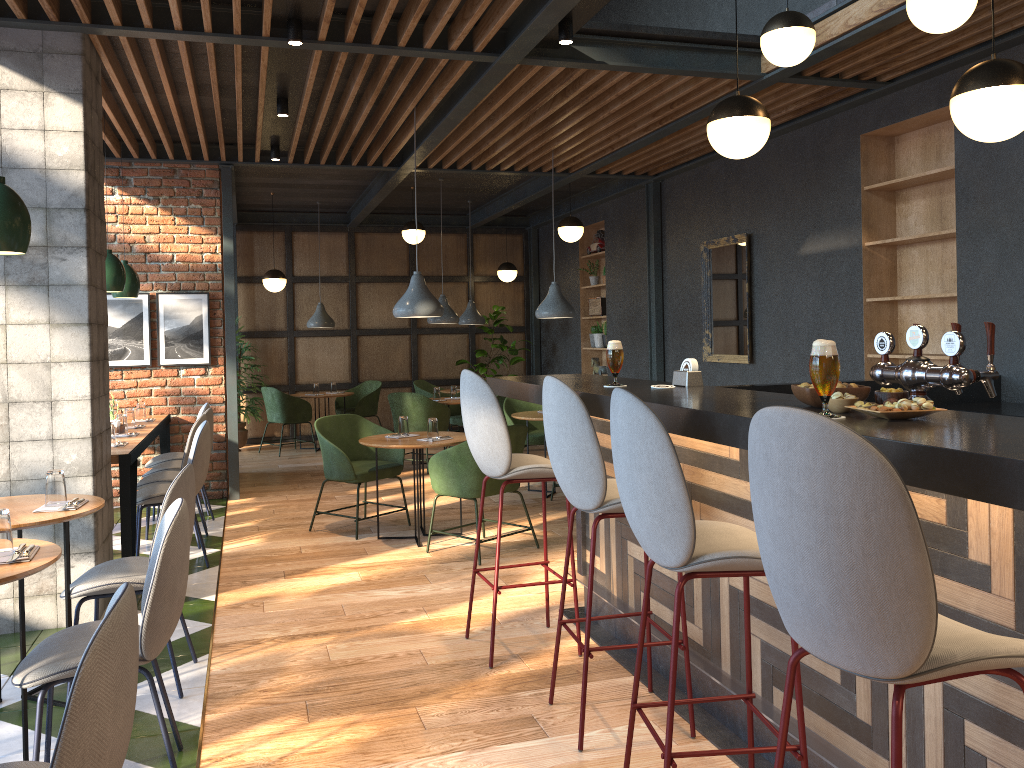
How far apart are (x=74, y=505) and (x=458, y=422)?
6.6 meters

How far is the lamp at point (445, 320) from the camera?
9.5m

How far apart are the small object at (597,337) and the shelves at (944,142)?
4.9 meters

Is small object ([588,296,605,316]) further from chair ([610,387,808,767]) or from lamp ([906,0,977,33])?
chair ([610,387,808,767])

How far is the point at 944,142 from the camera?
5.7m

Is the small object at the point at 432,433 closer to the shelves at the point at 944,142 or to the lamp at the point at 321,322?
the shelves at the point at 944,142

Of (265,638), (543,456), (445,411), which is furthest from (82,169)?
(543,456)

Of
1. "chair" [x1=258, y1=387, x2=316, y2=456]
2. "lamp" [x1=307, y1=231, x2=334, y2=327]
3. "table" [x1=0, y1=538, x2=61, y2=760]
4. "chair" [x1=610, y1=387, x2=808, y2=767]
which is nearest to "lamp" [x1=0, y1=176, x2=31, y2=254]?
"table" [x1=0, y1=538, x2=61, y2=760]

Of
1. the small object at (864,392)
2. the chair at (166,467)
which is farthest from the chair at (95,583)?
the chair at (166,467)

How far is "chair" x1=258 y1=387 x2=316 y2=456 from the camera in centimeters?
1055cm
